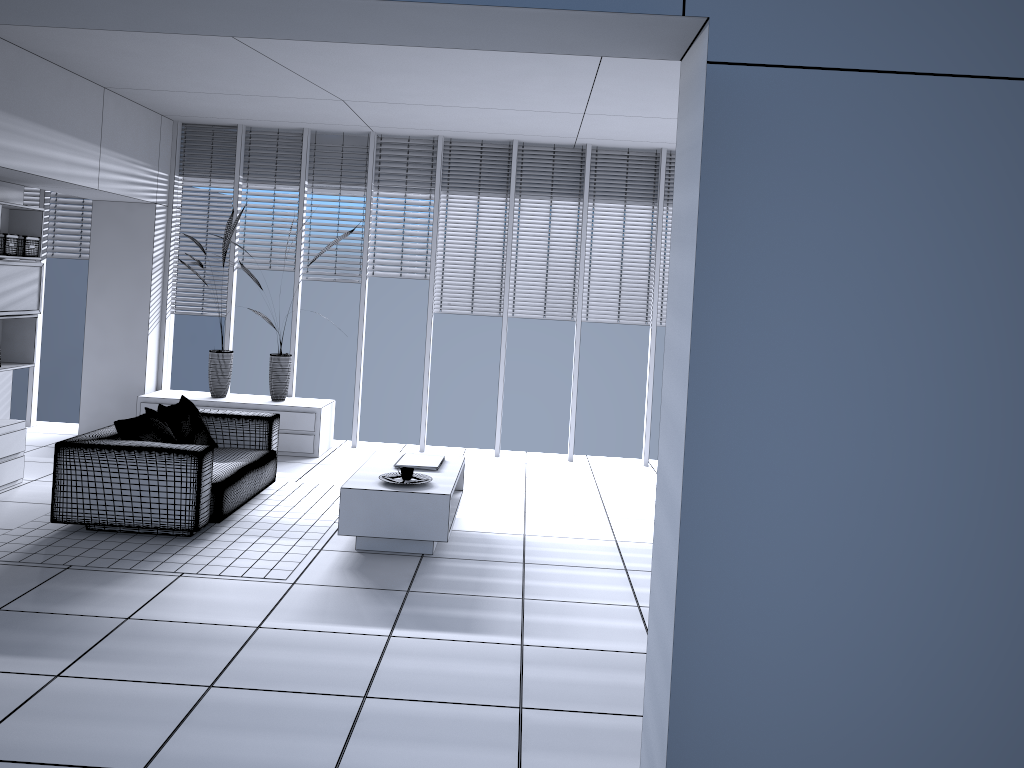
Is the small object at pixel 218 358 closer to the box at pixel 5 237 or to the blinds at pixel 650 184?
the box at pixel 5 237

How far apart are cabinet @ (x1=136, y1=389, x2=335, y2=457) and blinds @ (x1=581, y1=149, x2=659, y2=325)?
2.62m

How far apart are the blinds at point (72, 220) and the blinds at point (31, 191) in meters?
0.2

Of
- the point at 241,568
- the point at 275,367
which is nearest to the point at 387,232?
the point at 275,367

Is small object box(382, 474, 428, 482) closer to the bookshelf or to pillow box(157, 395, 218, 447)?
pillow box(157, 395, 218, 447)

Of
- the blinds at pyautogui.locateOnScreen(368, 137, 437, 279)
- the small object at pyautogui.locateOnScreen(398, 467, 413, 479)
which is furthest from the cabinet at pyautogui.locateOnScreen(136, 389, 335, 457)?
the small object at pyautogui.locateOnScreen(398, 467, 413, 479)

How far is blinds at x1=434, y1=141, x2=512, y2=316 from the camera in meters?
8.4 m

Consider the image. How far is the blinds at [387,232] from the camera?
8.5 meters

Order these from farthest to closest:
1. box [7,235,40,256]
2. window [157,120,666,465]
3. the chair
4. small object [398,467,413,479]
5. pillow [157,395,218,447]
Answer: window [157,120,666,465] < box [7,235,40,256] < pillow [157,395,218,447] < small object [398,467,413,479] < the chair

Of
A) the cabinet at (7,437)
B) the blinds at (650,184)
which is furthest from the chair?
the blinds at (650,184)
